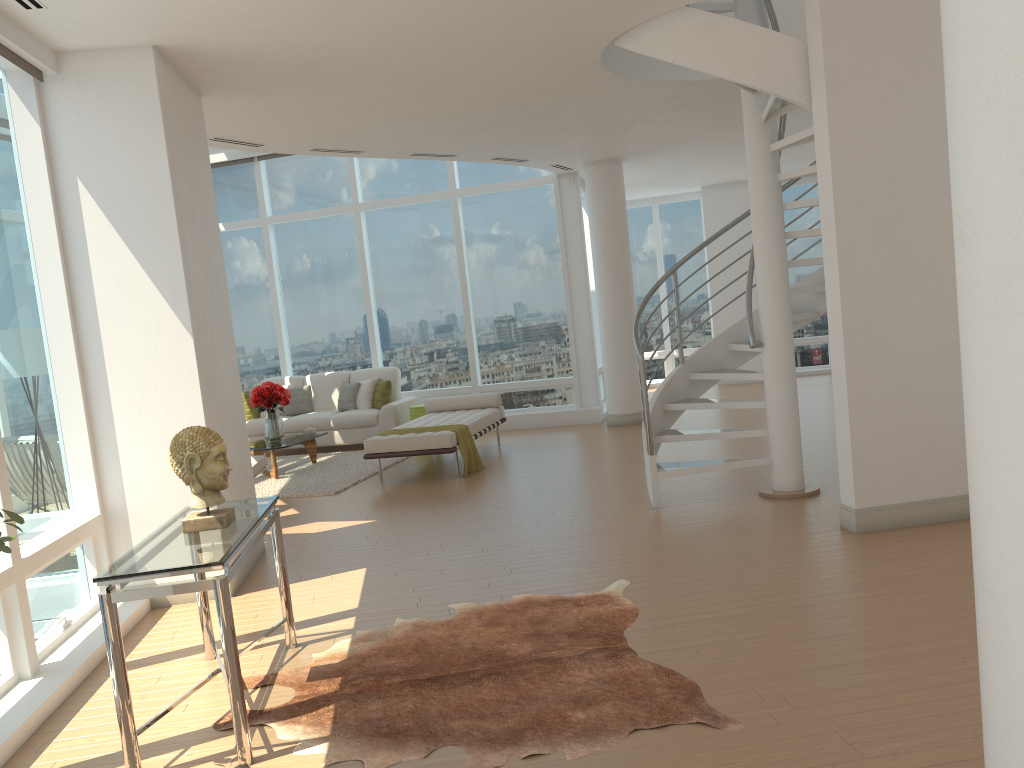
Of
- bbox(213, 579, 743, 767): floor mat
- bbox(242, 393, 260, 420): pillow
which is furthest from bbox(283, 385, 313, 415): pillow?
bbox(213, 579, 743, 767): floor mat

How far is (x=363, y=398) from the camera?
12.0 meters

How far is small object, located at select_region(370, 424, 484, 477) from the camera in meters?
9.0 m

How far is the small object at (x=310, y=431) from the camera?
10.7m

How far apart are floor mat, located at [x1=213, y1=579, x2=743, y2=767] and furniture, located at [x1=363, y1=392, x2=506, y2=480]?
3.9 meters

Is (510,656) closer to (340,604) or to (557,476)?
(340,604)

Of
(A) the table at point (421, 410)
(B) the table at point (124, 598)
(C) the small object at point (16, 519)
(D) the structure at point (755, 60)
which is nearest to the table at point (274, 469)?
(A) the table at point (421, 410)

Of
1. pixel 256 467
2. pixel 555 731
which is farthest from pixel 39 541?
pixel 256 467

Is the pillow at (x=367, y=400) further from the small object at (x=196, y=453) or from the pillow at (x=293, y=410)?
the small object at (x=196, y=453)

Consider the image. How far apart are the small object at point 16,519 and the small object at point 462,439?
6.4m
